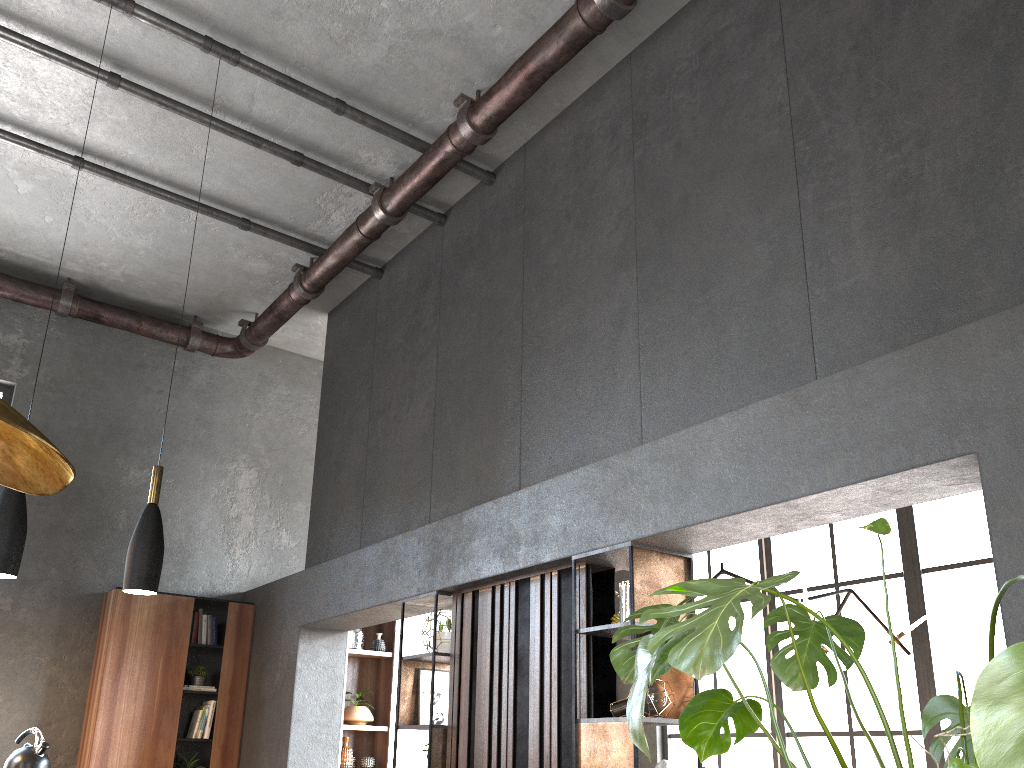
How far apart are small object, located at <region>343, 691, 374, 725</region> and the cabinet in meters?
1.0

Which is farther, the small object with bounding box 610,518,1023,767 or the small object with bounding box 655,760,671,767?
the small object with bounding box 655,760,671,767

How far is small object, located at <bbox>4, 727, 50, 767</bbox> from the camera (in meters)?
5.08

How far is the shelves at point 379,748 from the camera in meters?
8.0

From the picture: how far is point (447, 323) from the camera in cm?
634

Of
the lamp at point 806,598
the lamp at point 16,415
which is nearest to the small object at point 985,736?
the lamp at point 16,415

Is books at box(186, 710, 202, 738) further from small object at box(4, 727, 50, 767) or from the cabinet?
small object at box(4, 727, 50, 767)

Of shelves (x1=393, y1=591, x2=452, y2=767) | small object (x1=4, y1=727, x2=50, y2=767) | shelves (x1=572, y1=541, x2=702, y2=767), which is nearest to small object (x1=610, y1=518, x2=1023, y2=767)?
shelves (x1=572, y1=541, x2=702, y2=767)

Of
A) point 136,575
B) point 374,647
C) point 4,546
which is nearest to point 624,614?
point 136,575

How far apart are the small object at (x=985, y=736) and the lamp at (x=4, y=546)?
2.7m
